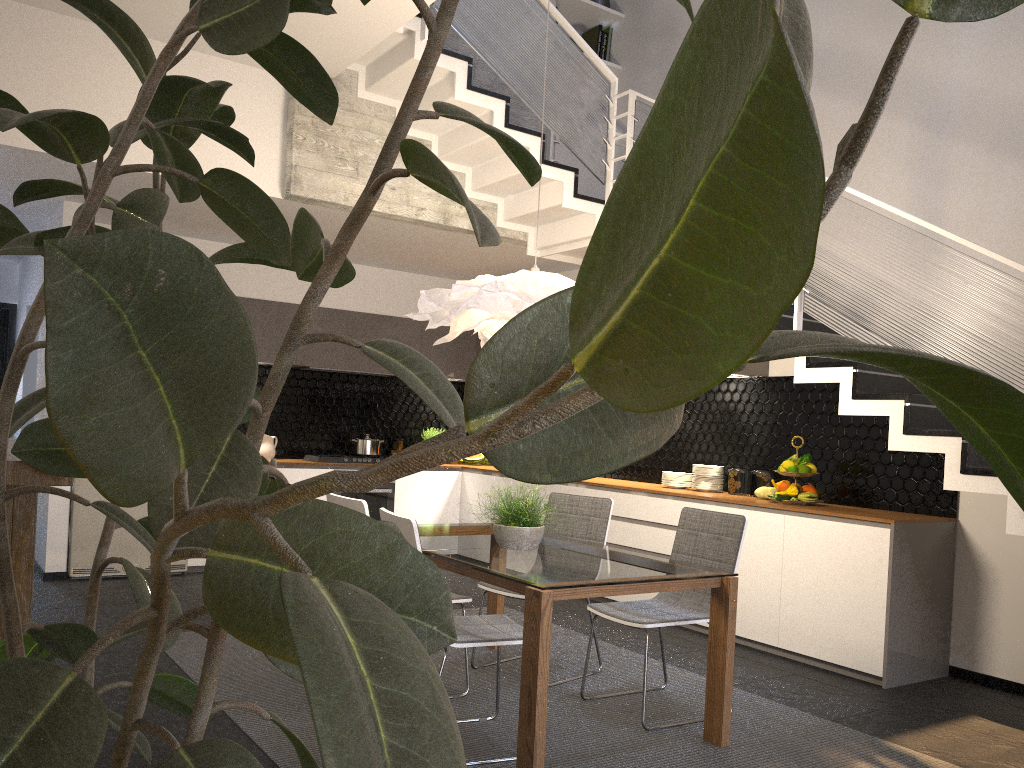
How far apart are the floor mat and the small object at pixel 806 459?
1.6 meters

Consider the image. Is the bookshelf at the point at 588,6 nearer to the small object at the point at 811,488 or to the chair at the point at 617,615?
the small object at the point at 811,488

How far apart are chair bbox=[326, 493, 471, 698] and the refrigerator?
3.2 meters

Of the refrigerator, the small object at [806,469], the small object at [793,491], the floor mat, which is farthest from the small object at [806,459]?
the refrigerator

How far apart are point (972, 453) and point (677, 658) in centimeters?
194cm

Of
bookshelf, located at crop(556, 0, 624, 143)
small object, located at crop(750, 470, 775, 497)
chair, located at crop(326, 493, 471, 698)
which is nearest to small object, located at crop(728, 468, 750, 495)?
small object, located at crop(750, 470, 775, 497)

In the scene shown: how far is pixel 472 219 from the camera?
0.66m

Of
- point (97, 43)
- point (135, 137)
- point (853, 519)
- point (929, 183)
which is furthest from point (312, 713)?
point (97, 43)

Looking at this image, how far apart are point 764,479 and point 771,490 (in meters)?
0.22

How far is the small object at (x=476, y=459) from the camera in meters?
8.5 m
